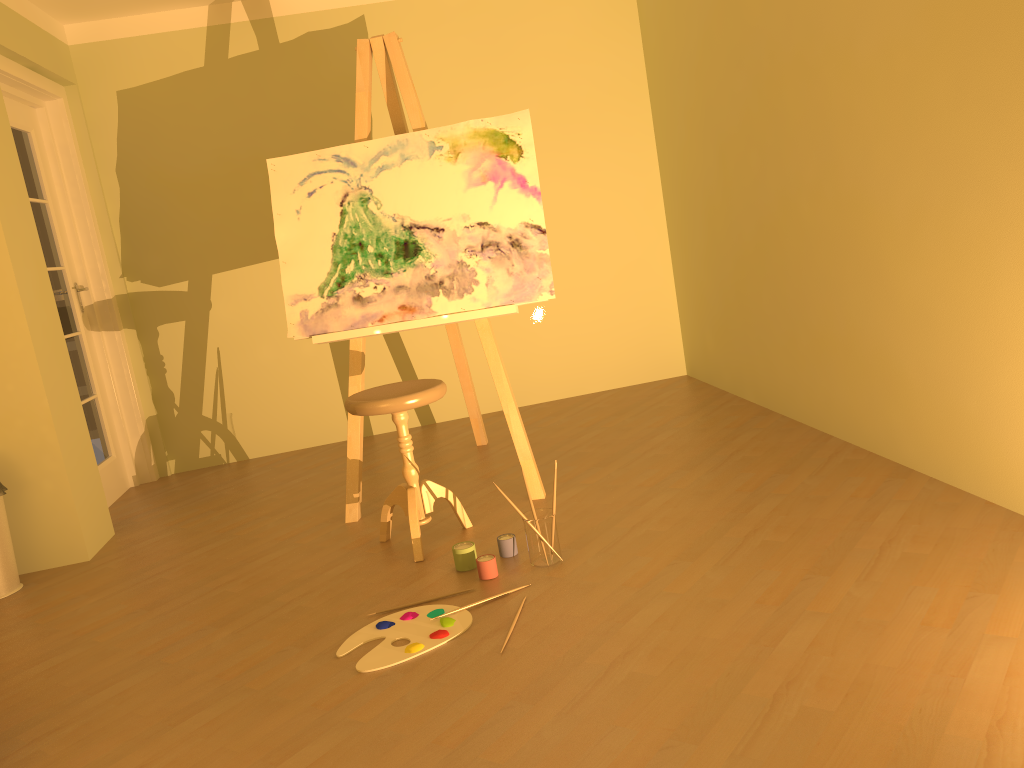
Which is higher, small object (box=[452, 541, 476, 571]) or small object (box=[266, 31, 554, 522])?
small object (box=[266, 31, 554, 522])

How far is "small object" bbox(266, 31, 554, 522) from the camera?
3.33m

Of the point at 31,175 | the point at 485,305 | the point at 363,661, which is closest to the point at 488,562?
the point at 363,661

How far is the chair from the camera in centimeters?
286cm

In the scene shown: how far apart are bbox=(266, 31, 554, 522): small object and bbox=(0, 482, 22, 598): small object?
1.2 meters

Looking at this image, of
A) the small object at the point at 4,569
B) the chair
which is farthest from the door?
the chair

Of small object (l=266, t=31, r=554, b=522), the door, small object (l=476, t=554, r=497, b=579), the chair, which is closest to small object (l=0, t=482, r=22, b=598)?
the door

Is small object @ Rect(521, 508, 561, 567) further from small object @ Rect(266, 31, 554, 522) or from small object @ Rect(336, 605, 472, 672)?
small object @ Rect(266, 31, 554, 522)

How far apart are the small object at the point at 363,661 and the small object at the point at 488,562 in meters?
0.2

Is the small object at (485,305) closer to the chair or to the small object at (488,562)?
the chair
